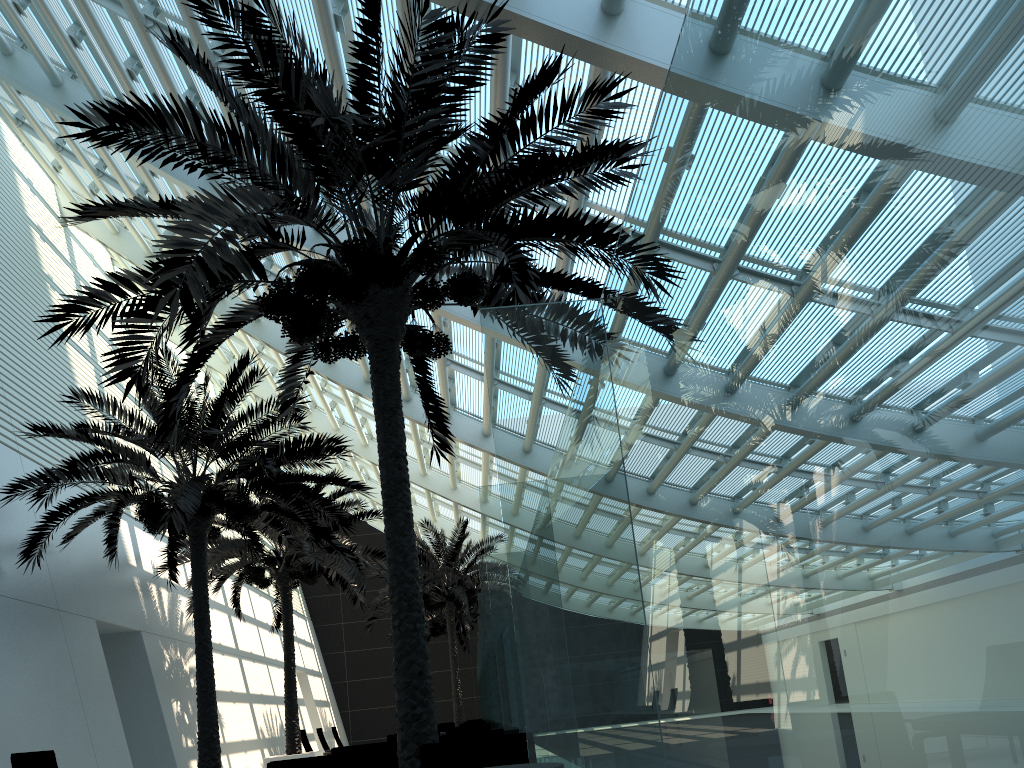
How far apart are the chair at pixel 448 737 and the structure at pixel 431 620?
24.15m

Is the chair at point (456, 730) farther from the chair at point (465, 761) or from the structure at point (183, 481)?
the chair at point (465, 761)

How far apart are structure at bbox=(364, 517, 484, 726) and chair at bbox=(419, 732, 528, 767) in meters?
18.4 m

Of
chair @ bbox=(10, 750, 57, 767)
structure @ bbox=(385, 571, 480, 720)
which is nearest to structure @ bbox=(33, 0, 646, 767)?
chair @ bbox=(10, 750, 57, 767)

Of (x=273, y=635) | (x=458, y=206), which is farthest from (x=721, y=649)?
(x=273, y=635)

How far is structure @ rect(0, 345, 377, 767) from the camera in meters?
11.1

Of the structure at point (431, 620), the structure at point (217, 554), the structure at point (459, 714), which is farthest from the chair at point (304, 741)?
the structure at point (431, 620)

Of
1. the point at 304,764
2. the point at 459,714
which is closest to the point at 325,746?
the point at 459,714

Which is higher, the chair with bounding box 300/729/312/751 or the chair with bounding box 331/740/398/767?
the chair with bounding box 300/729/312/751

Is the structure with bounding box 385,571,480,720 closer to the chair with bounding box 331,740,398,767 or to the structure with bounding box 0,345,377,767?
the structure with bounding box 0,345,377,767
